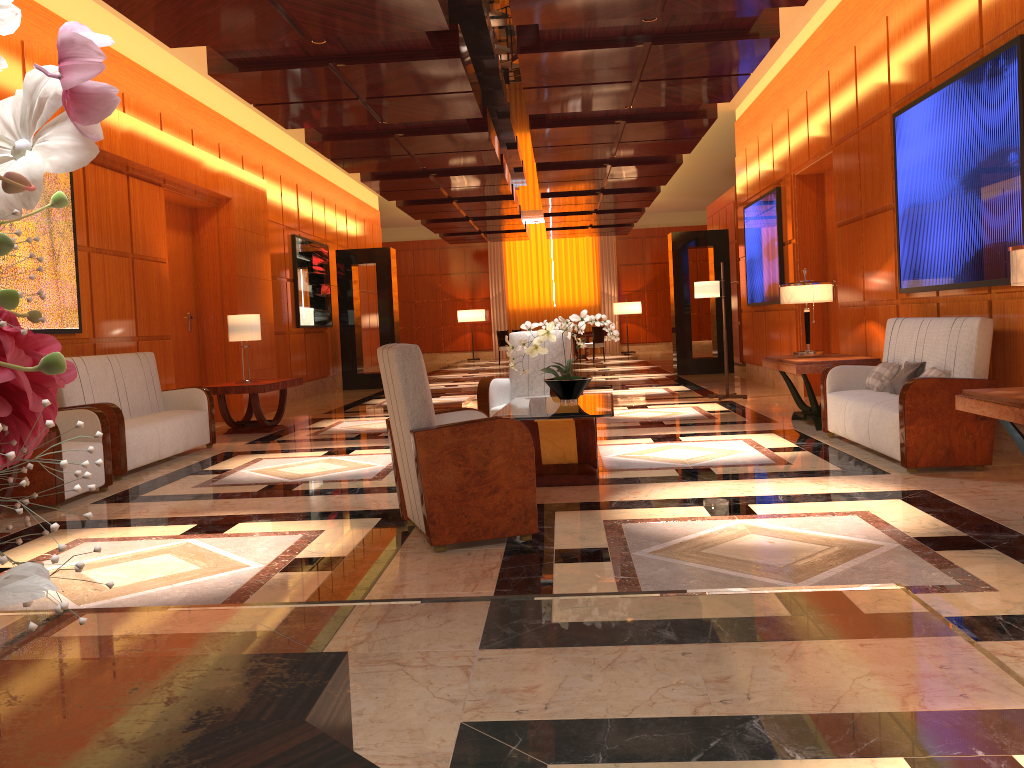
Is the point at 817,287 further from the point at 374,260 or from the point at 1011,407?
the point at 374,260

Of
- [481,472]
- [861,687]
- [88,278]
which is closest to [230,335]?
→ [88,278]

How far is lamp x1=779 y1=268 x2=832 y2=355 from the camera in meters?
7.8 m

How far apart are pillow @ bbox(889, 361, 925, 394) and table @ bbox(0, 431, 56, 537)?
5.5 meters

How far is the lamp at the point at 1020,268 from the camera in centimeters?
384cm

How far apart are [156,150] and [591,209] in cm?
1052

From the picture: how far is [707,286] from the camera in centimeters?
1057cm

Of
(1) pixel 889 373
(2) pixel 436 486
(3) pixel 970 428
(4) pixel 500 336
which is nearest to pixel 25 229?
(2) pixel 436 486

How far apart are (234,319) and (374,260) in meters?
6.4 m

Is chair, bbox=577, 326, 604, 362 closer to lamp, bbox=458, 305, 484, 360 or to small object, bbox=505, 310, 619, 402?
lamp, bbox=458, 305, 484, 360
